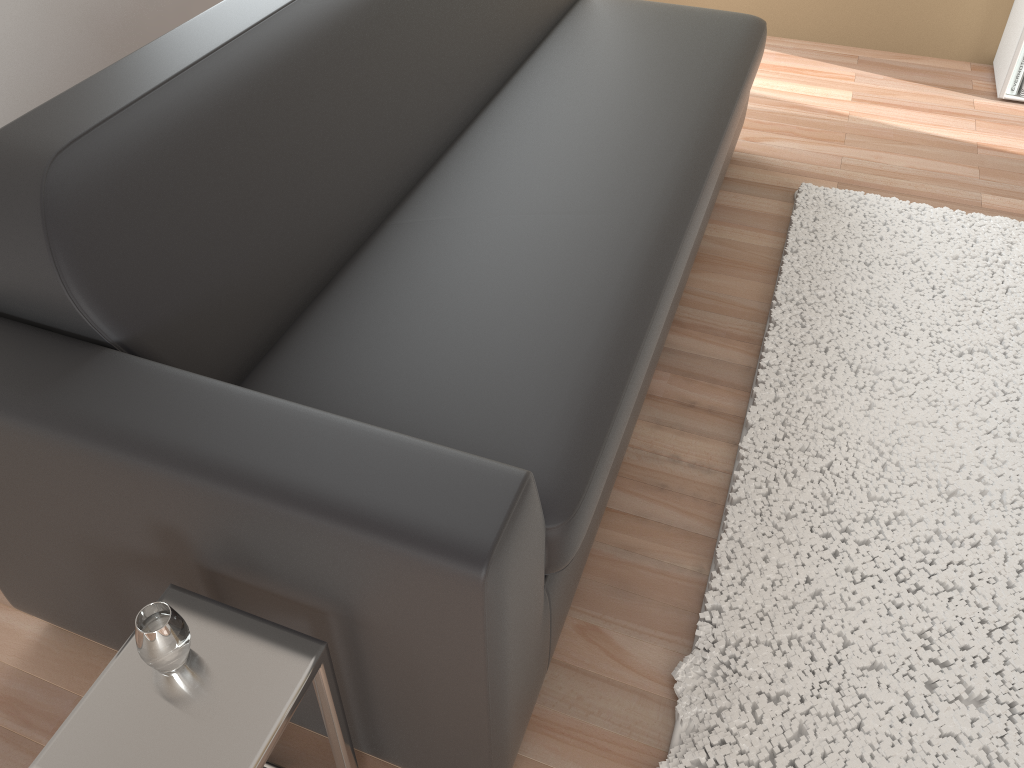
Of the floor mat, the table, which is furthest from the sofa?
the floor mat

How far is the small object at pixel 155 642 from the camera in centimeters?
101cm

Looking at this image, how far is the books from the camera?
3.04m

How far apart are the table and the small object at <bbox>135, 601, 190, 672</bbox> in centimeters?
2cm

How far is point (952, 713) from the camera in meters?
1.5

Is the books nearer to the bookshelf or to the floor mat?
the bookshelf

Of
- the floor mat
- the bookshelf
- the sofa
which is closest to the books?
the bookshelf

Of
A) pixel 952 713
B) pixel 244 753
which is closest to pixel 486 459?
pixel 244 753

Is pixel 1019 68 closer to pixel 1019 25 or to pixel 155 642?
pixel 1019 25

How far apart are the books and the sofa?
1.2m
